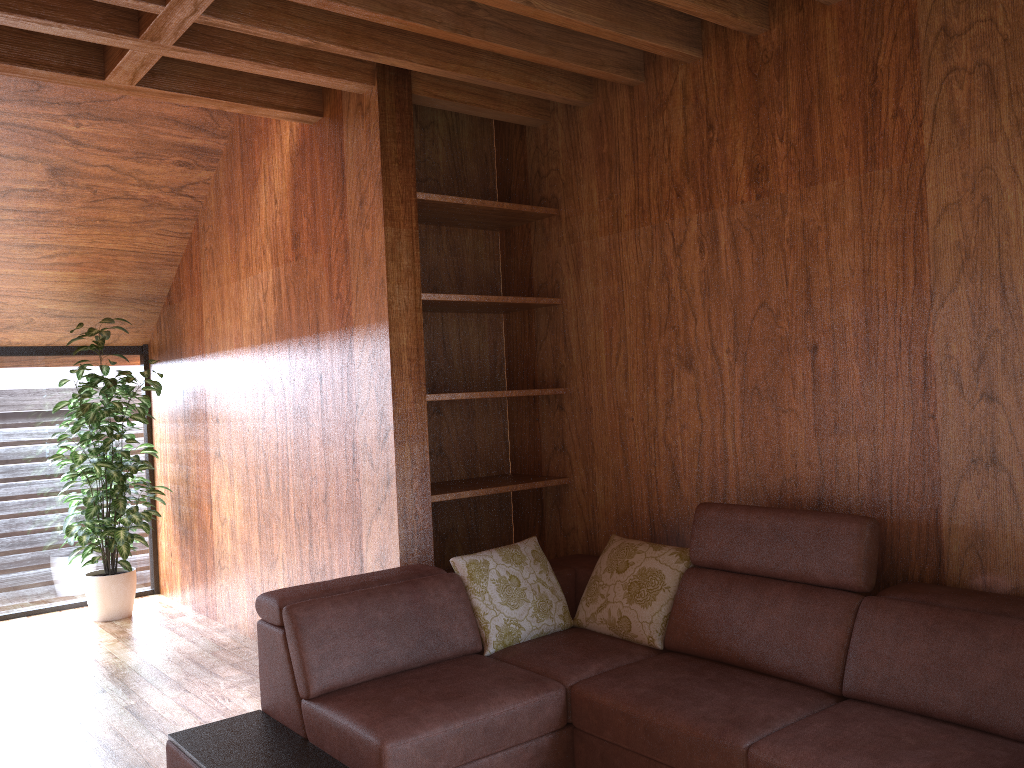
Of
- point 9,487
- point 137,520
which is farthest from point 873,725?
point 9,487

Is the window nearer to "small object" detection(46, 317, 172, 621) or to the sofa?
"small object" detection(46, 317, 172, 621)

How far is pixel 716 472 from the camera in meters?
3.1 m

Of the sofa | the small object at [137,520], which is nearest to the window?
the small object at [137,520]

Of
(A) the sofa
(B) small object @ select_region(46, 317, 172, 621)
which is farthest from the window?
(A) the sofa

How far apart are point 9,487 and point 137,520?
1.0 meters

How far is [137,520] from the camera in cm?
478

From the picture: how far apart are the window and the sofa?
3.08m

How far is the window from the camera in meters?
5.1

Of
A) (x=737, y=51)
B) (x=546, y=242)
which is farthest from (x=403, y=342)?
(x=737, y=51)
